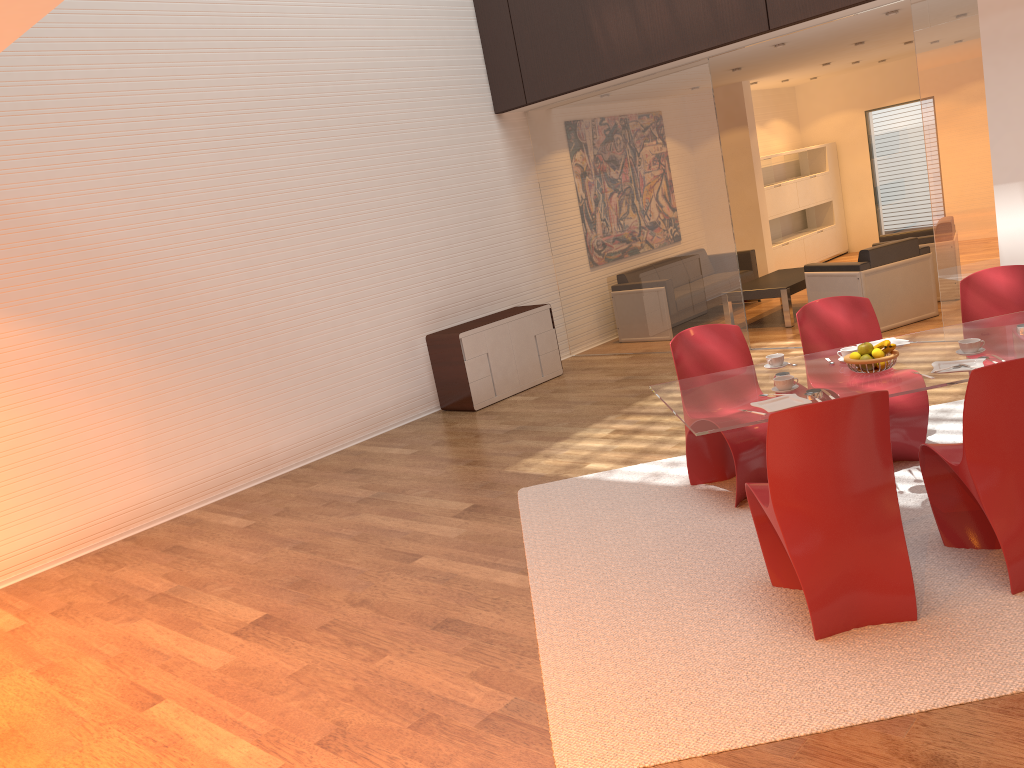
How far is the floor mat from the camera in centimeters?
289cm

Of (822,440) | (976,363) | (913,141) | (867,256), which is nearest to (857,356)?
(976,363)

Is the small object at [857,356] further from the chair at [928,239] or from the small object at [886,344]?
the chair at [928,239]

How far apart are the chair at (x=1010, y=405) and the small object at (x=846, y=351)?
0.6 meters

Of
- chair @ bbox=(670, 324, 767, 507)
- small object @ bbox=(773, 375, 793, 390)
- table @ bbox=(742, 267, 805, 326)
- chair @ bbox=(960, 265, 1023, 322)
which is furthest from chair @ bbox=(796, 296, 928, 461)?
table @ bbox=(742, 267, 805, 326)

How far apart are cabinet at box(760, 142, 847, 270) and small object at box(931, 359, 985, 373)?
8.82m

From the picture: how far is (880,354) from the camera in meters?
3.9 m

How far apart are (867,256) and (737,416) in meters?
5.0

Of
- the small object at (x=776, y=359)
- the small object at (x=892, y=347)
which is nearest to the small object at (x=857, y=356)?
the small object at (x=892, y=347)

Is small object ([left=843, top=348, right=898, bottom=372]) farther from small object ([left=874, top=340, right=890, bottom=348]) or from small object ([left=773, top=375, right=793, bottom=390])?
small object ([left=773, top=375, right=793, bottom=390])
